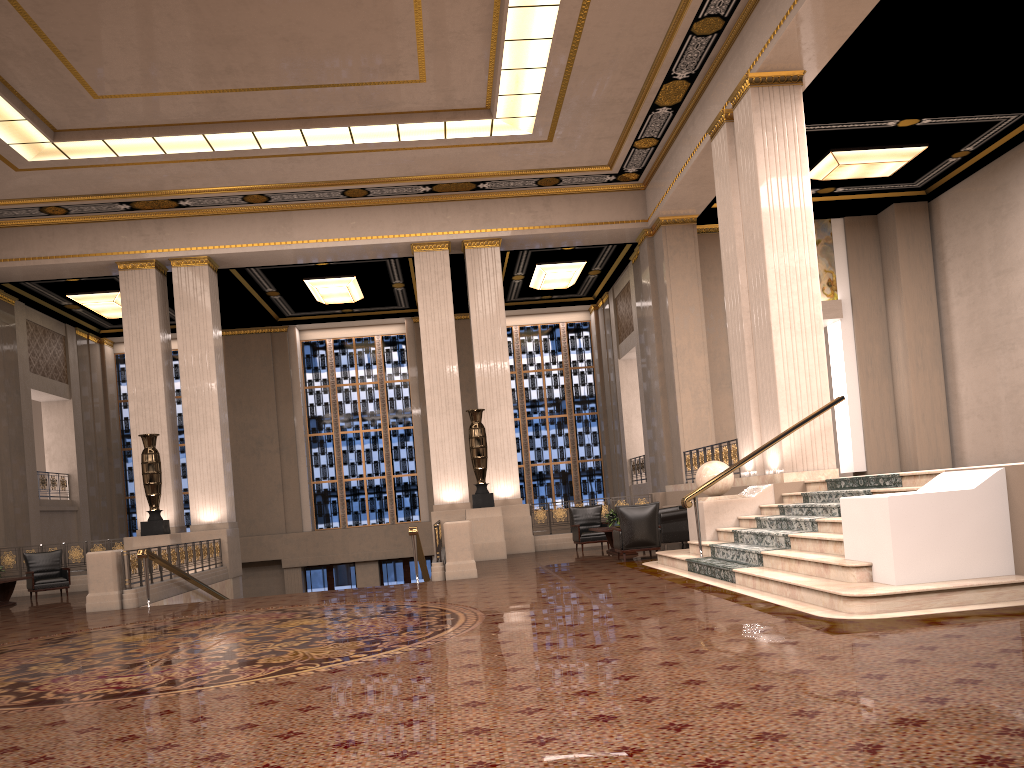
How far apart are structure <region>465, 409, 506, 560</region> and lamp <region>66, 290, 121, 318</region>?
9.4m

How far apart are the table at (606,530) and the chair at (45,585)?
9.58m

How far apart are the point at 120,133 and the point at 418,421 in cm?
1184

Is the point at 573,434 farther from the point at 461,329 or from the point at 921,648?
the point at 921,648

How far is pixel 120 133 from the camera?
14.4m

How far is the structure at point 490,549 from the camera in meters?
15.8

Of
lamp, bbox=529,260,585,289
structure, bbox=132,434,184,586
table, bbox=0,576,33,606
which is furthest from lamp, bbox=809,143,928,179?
table, bbox=0,576,33,606

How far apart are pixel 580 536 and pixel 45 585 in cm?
946

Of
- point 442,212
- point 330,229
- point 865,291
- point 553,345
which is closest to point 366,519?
point 553,345

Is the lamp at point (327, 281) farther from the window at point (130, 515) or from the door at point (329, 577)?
the door at point (329, 577)
